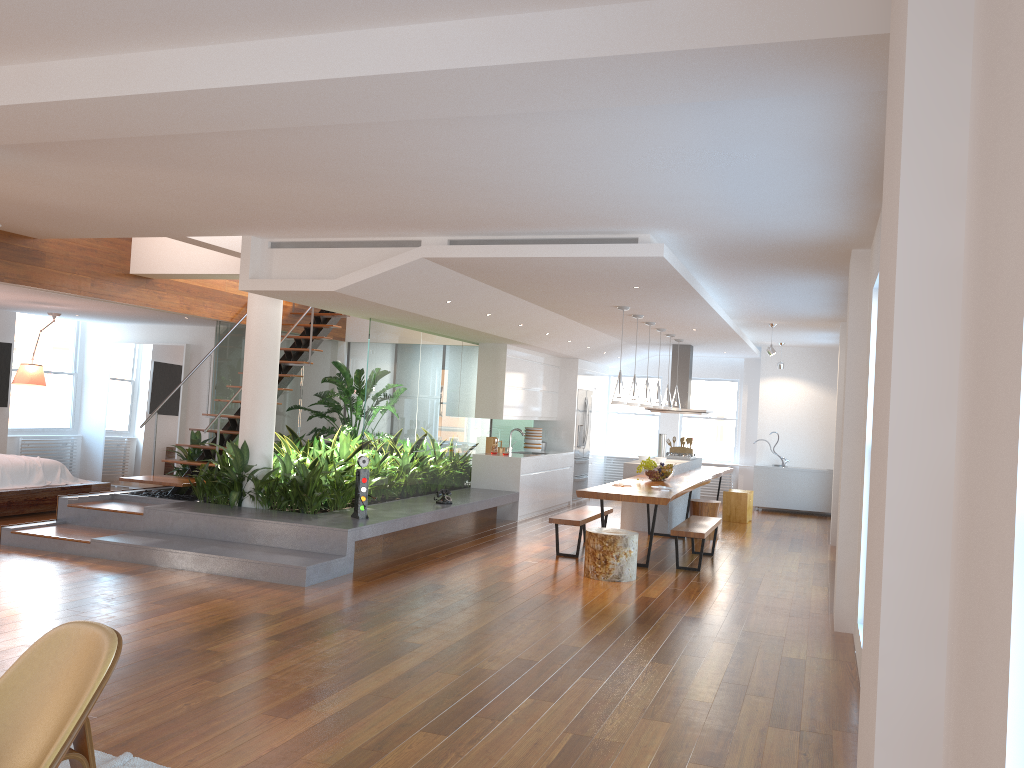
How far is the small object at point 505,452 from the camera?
11.63m

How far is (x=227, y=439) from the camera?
9.68m

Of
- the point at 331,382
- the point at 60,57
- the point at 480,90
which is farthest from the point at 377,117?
the point at 331,382

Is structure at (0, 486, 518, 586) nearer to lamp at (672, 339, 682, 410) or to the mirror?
lamp at (672, 339, 682, 410)

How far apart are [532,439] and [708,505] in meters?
3.3

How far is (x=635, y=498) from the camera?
8.1 meters

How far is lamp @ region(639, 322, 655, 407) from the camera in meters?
10.2

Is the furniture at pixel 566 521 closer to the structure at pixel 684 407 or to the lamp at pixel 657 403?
the lamp at pixel 657 403

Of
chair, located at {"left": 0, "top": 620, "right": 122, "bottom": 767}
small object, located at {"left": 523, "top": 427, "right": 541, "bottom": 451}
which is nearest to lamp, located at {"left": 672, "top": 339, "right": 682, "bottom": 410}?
small object, located at {"left": 523, "top": 427, "right": 541, "bottom": 451}

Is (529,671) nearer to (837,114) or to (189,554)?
(837,114)
